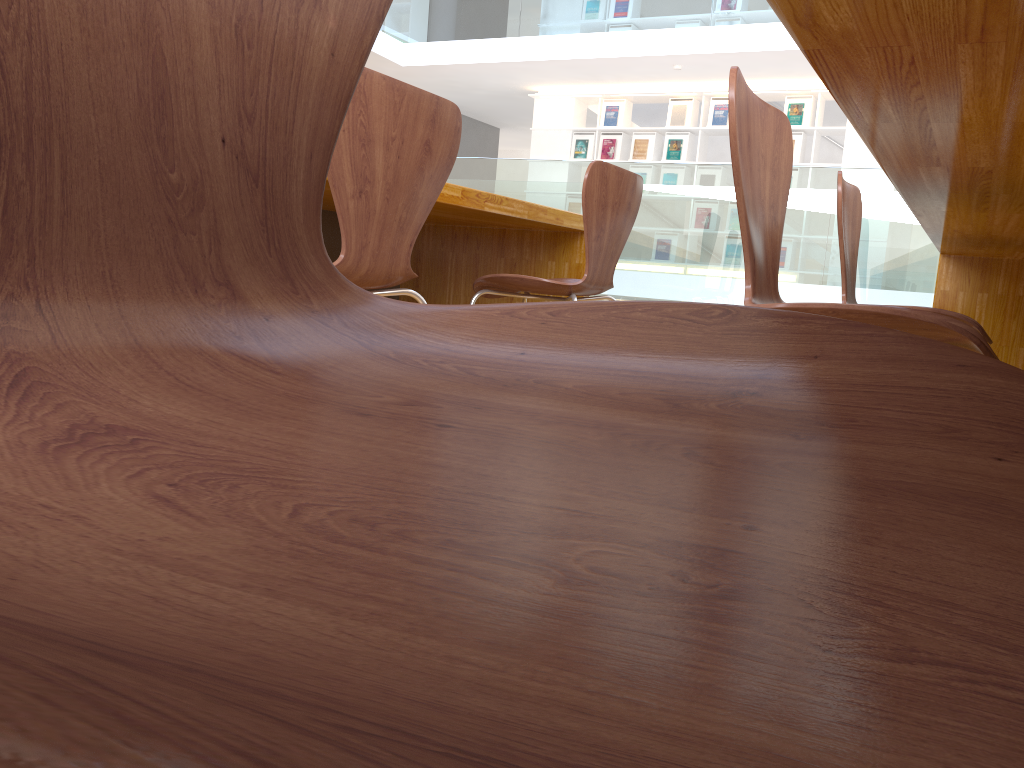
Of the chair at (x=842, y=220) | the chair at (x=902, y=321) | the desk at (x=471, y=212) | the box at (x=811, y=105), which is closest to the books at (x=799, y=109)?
the box at (x=811, y=105)

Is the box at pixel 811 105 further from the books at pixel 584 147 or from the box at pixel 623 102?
the books at pixel 584 147

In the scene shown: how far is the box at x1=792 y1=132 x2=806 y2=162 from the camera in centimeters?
826cm

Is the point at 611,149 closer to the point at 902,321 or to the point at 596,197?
Answer: the point at 596,197

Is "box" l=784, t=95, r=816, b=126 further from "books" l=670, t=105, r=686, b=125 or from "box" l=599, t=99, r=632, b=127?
"box" l=599, t=99, r=632, b=127

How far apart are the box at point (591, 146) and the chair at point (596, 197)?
7.00m

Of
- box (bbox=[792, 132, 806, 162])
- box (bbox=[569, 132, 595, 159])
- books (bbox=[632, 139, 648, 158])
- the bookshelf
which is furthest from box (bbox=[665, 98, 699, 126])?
box (bbox=[792, 132, 806, 162])

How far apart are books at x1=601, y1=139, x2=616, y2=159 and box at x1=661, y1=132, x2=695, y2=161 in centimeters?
59cm

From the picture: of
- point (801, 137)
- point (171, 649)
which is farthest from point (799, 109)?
point (171, 649)

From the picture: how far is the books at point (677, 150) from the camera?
8.77m
